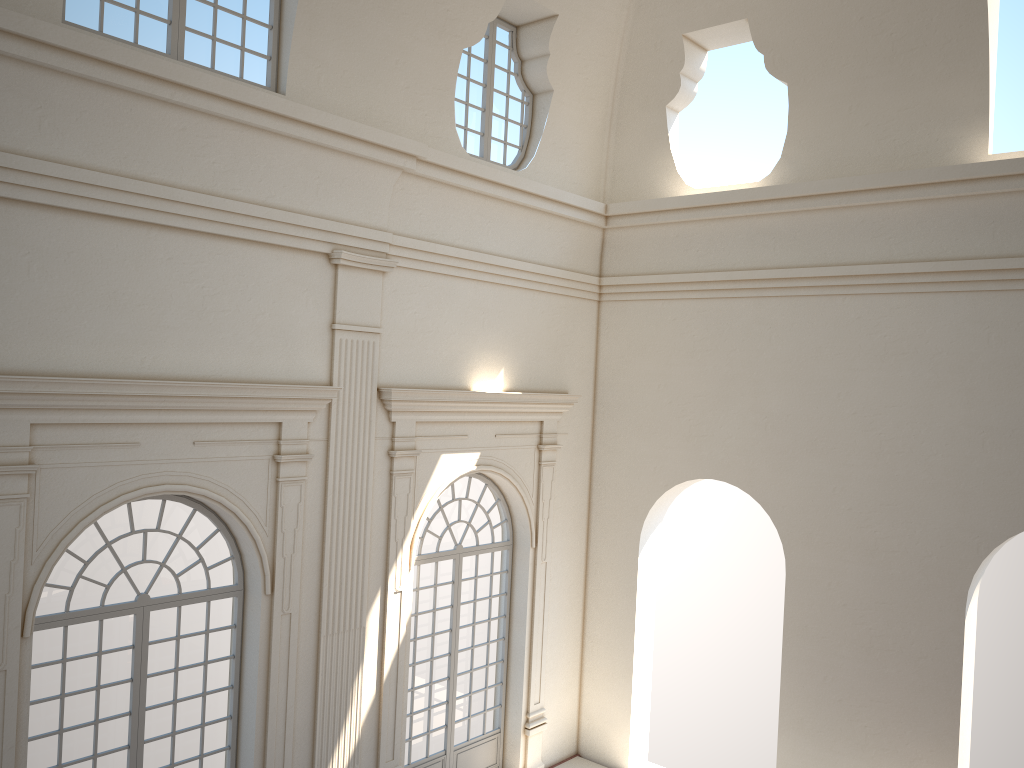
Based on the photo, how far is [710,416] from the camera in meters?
12.0
